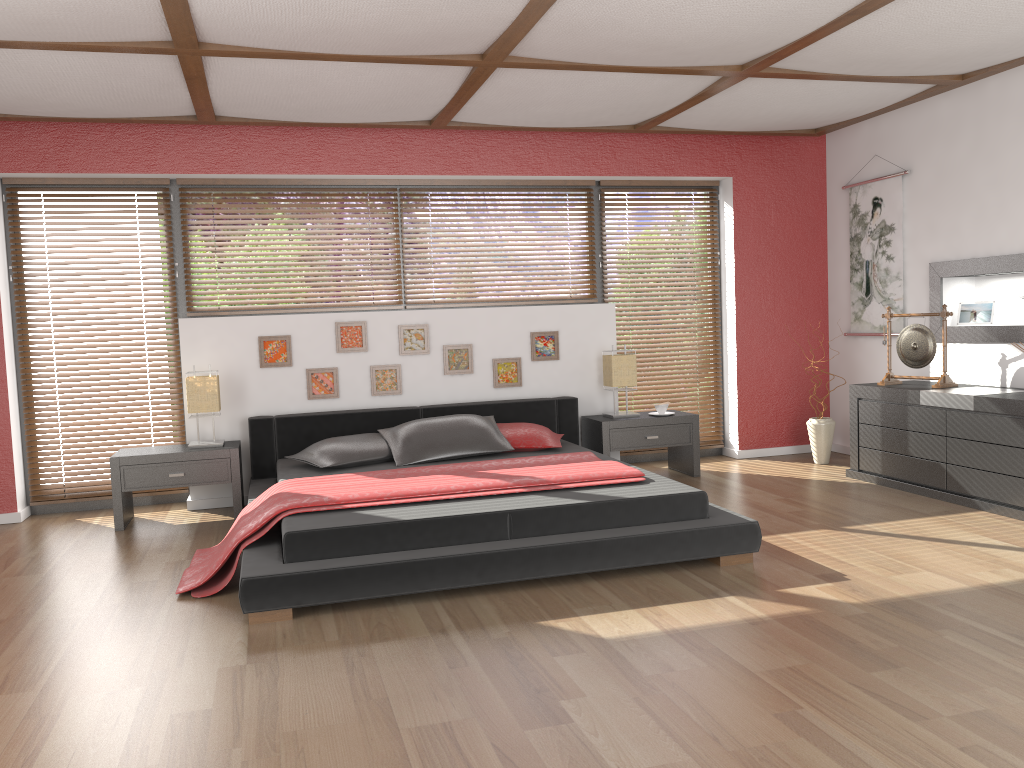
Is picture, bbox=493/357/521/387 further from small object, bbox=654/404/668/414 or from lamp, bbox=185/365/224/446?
lamp, bbox=185/365/224/446

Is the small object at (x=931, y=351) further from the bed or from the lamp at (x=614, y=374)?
→ the bed

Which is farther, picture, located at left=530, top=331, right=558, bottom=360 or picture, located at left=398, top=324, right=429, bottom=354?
picture, located at left=530, top=331, right=558, bottom=360

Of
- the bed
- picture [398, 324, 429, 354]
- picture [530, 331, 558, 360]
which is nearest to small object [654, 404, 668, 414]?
the bed

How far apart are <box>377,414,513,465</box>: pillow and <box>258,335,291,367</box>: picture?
0.85m

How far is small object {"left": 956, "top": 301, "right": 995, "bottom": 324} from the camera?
5.50m

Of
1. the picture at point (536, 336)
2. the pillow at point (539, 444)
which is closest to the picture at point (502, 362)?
the picture at point (536, 336)

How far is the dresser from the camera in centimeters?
456cm

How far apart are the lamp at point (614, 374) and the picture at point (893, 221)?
1.8 meters

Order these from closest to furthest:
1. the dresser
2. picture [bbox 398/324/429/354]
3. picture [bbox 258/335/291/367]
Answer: the dresser
picture [bbox 258/335/291/367]
picture [bbox 398/324/429/354]
